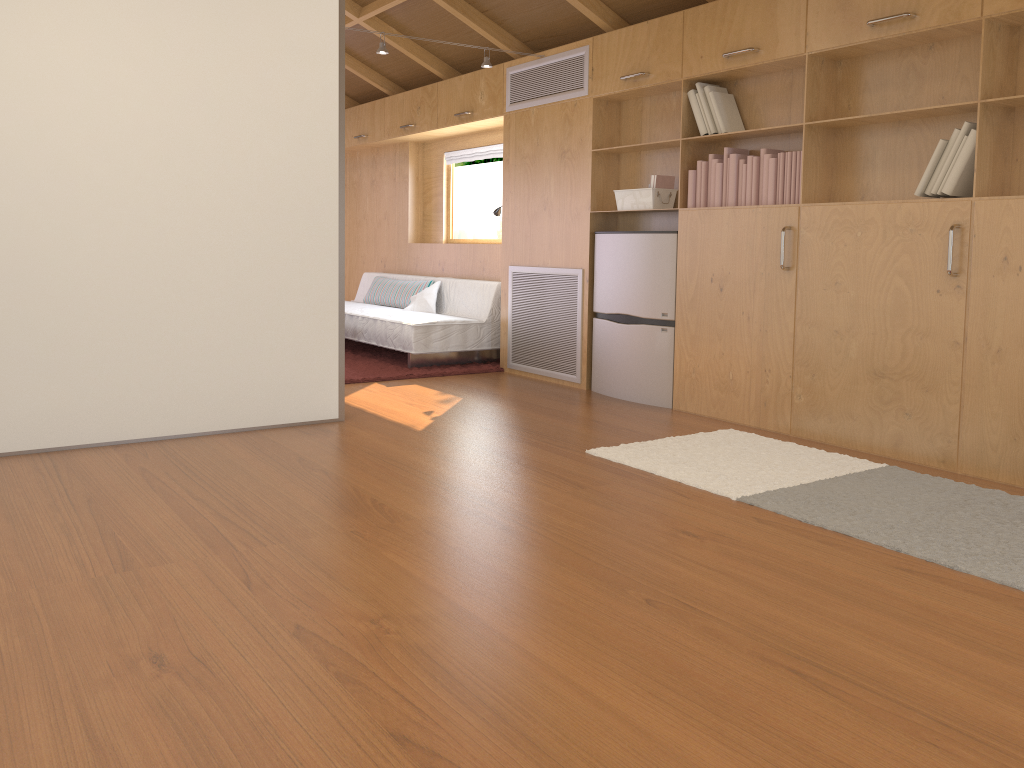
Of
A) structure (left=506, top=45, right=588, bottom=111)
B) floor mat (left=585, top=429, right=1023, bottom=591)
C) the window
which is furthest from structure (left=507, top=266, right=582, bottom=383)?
the window

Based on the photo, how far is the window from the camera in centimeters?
761cm

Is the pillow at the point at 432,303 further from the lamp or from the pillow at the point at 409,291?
the lamp

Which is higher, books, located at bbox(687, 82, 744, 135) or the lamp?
the lamp

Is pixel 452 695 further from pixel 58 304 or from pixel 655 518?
pixel 58 304

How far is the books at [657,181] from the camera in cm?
494

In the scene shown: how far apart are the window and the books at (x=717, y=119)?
3.3 meters

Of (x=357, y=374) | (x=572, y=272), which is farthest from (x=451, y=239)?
(x=572, y=272)

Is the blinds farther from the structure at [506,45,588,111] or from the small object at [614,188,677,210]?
the small object at [614,188,677,210]

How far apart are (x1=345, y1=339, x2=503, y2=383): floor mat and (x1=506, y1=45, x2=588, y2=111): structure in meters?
1.8 m
